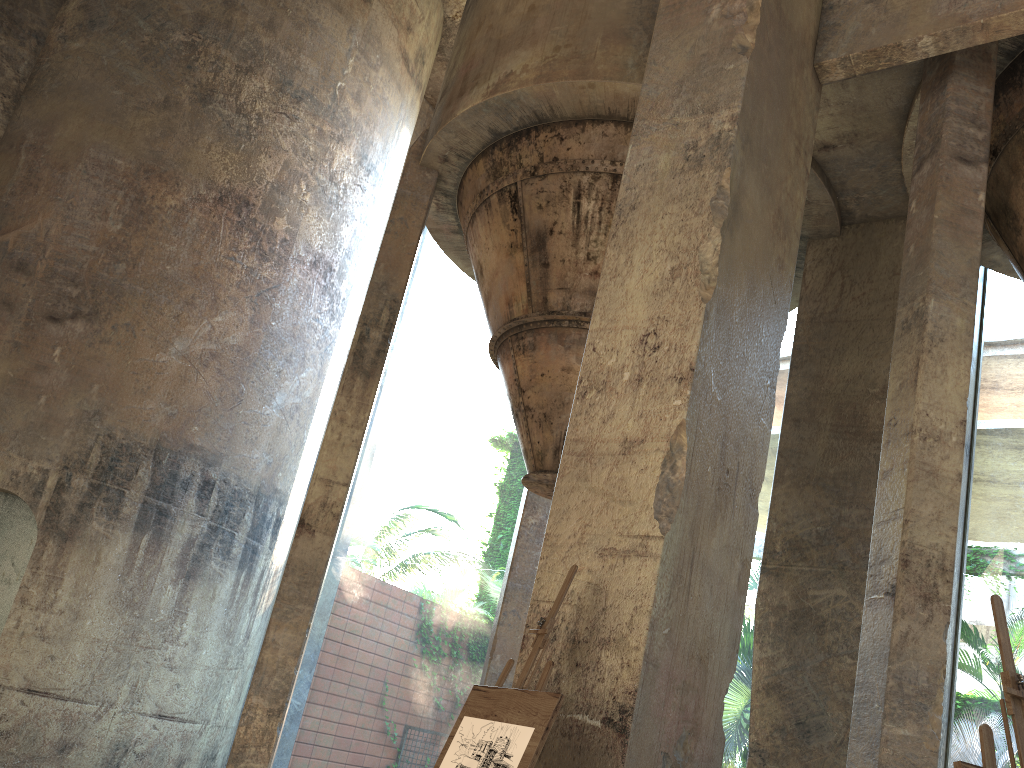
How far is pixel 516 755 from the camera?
3.1m

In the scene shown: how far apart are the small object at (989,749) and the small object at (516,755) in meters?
1.3

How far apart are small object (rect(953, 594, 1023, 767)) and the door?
8.4 meters

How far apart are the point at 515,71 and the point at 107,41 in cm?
553

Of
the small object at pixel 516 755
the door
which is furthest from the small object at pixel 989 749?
the door

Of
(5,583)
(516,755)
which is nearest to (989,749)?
(516,755)

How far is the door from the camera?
8.28m

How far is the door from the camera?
8.28m

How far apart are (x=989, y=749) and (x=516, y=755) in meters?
1.5

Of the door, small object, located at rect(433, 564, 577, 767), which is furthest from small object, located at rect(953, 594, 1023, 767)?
the door
